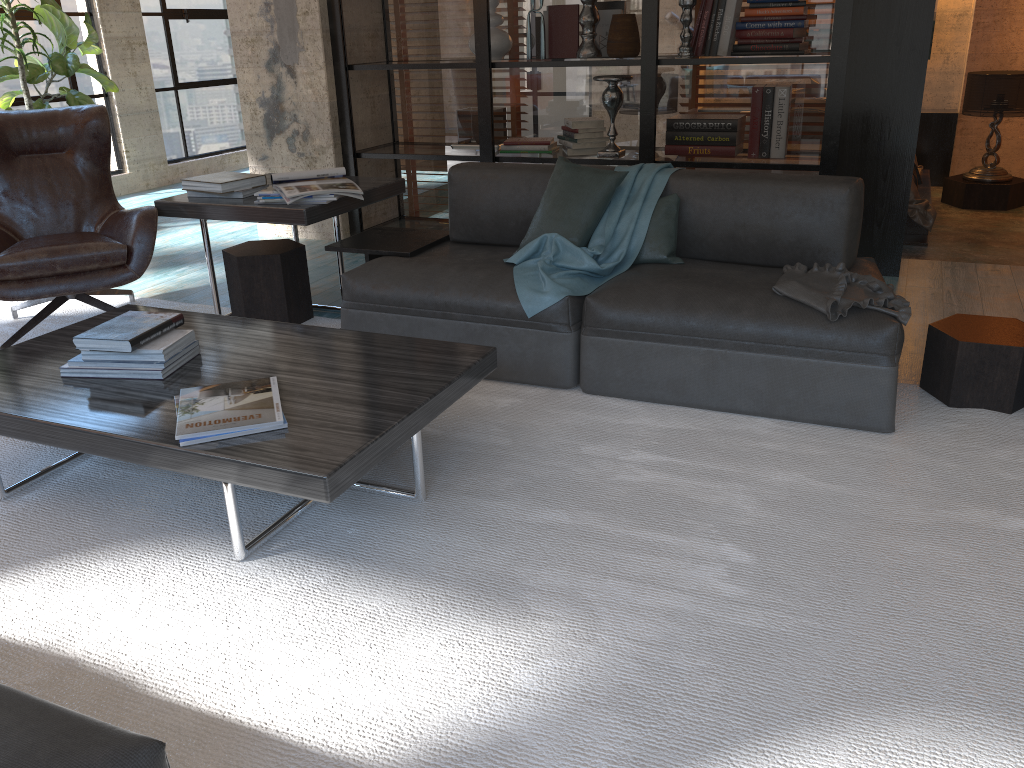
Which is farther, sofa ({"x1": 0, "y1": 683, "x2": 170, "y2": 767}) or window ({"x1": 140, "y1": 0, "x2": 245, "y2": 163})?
window ({"x1": 140, "y1": 0, "x2": 245, "y2": 163})

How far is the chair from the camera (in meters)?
3.62

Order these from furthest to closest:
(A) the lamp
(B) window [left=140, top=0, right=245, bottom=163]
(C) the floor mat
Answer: (B) window [left=140, top=0, right=245, bottom=163], (A) the lamp, (C) the floor mat

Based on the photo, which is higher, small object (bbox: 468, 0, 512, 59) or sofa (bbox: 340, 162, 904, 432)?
small object (bbox: 468, 0, 512, 59)

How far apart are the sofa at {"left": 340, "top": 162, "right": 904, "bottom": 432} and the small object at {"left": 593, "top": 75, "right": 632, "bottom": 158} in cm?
137

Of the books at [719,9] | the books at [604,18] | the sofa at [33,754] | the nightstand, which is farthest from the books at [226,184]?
the nightstand

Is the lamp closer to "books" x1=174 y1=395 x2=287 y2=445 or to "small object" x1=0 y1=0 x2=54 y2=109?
"small object" x1=0 y1=0 x2=54 y2=109

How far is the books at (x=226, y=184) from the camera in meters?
3.8 m

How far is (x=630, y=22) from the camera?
4.9 meters

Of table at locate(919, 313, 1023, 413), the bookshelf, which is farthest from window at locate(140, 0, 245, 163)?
table at locate(919, 313, 1023, 413)
